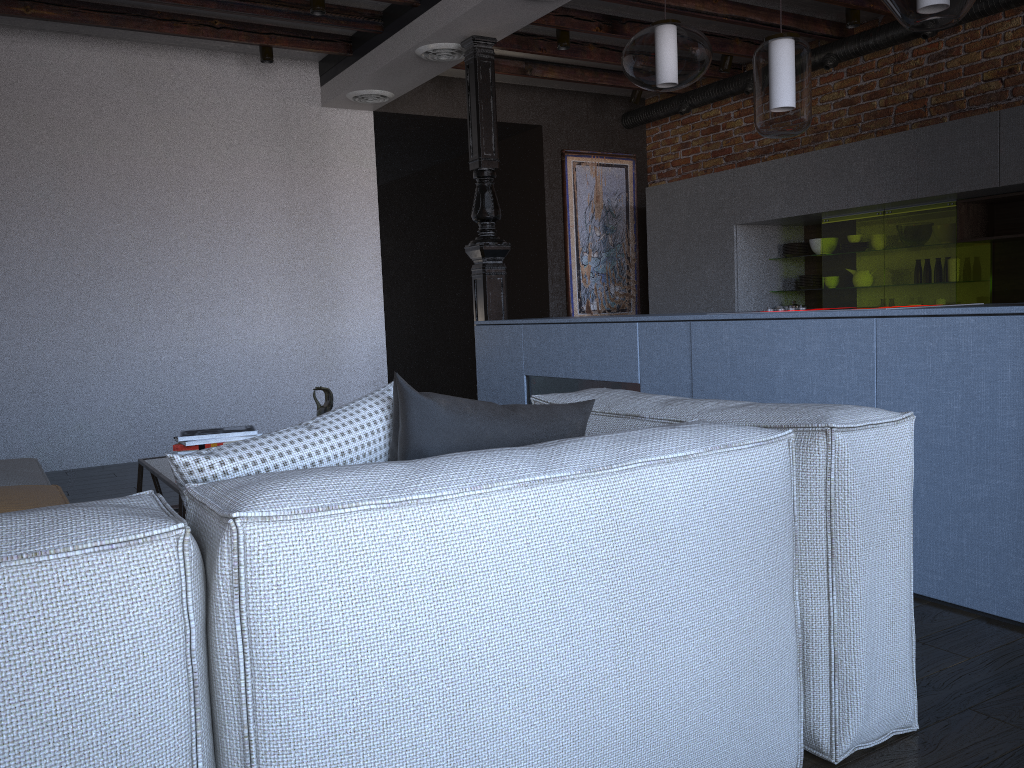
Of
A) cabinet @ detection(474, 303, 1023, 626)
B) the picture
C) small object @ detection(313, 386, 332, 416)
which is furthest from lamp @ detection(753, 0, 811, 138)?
the picture

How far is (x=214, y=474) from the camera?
1.35m

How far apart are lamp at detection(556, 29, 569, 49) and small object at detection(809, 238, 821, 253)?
2.1 meters

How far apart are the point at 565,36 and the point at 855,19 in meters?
1.8

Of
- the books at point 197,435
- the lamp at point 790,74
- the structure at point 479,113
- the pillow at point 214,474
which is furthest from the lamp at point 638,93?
the pillow at point 214,474

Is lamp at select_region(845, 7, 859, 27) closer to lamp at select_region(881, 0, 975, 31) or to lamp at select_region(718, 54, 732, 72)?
lamp at select_region(718, 54, 732, 72)

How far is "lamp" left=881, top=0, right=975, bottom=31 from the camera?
2.5 meters

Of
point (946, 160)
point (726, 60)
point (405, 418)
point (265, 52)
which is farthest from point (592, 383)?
point (726, 60)

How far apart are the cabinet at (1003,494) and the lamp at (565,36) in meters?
2.1 m

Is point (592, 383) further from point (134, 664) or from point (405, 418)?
point (134, 664)
